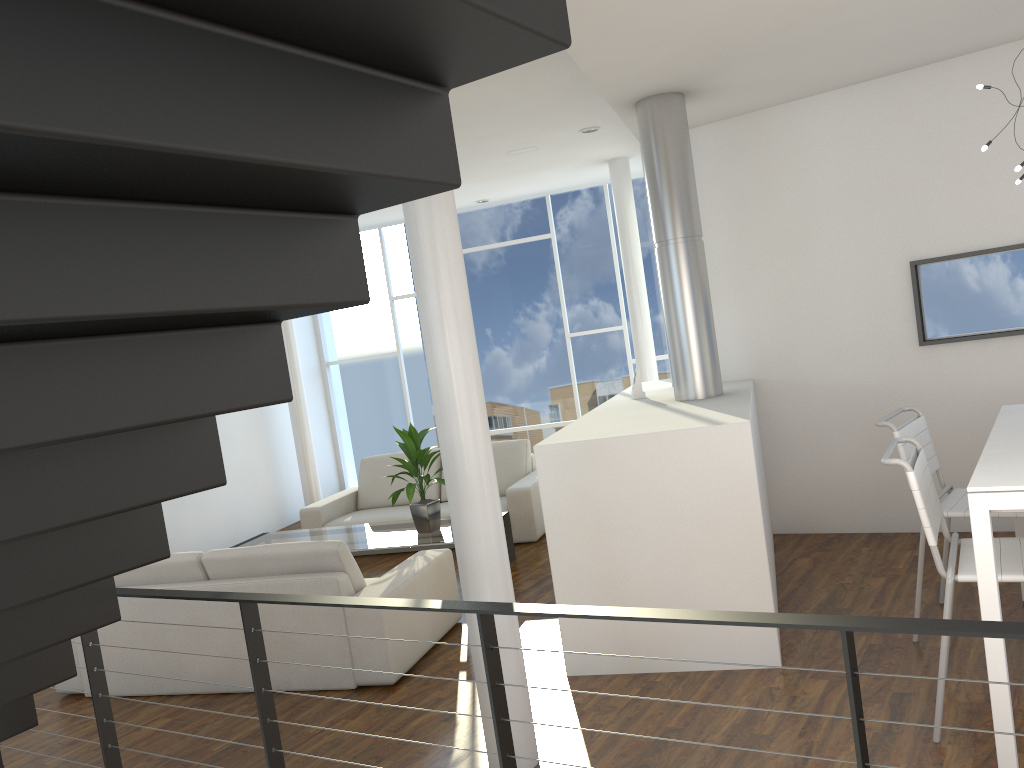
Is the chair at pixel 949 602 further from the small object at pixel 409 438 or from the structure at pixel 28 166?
the small object at pixel 409 438

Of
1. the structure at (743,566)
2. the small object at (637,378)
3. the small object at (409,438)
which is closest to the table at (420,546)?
the small object at (409,438)

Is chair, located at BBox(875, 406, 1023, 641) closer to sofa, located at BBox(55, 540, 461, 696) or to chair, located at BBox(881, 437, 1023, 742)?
chair, located at BBox(881, 437, 1023, 742)

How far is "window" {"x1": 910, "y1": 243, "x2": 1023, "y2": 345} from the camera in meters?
4.1 m

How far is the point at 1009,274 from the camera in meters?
4.1

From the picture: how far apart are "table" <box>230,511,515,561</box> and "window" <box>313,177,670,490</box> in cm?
274

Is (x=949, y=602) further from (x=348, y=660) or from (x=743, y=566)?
(x=348, y=660)

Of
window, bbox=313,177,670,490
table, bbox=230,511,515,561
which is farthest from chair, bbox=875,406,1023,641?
window, bbox=313,177,670,490

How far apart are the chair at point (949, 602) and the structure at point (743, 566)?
0.5 meters

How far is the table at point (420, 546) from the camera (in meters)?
4.49
